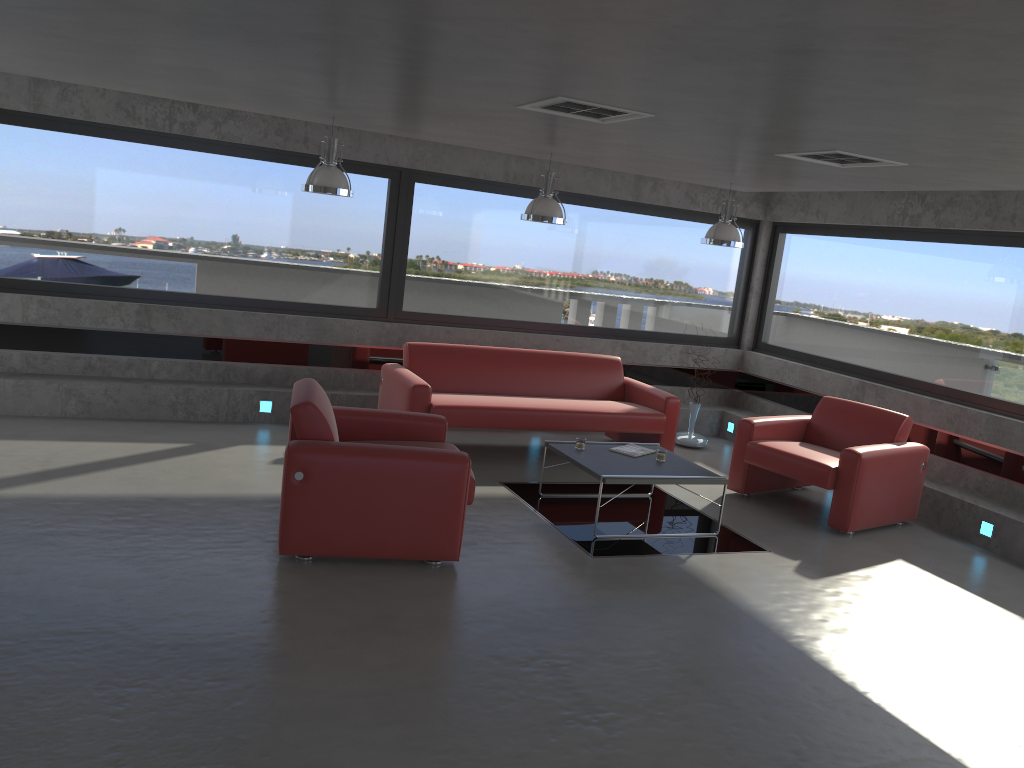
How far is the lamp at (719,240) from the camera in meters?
7.9

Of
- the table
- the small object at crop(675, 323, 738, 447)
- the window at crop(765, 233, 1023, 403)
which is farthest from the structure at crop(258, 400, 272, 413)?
the window at crop(765, 233, 1023, 403)

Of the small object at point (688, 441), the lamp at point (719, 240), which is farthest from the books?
the small object at point (688, 441)

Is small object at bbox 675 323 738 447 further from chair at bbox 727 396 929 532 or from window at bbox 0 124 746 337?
chair at bbox 727 396 929 532

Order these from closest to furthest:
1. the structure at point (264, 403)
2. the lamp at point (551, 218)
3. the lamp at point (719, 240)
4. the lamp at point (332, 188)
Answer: the lamp at point (332, 188), the lamp at point (551, 218), the lamp at point (719, 240), the structure at point (264, 403)

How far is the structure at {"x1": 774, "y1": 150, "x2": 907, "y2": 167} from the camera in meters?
5.5 m

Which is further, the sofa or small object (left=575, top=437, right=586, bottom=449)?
the sofa

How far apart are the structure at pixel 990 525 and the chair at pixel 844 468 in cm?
51

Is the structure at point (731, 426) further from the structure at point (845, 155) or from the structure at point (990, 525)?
the structure at point (845, 155)

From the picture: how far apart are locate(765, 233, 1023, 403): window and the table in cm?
289
